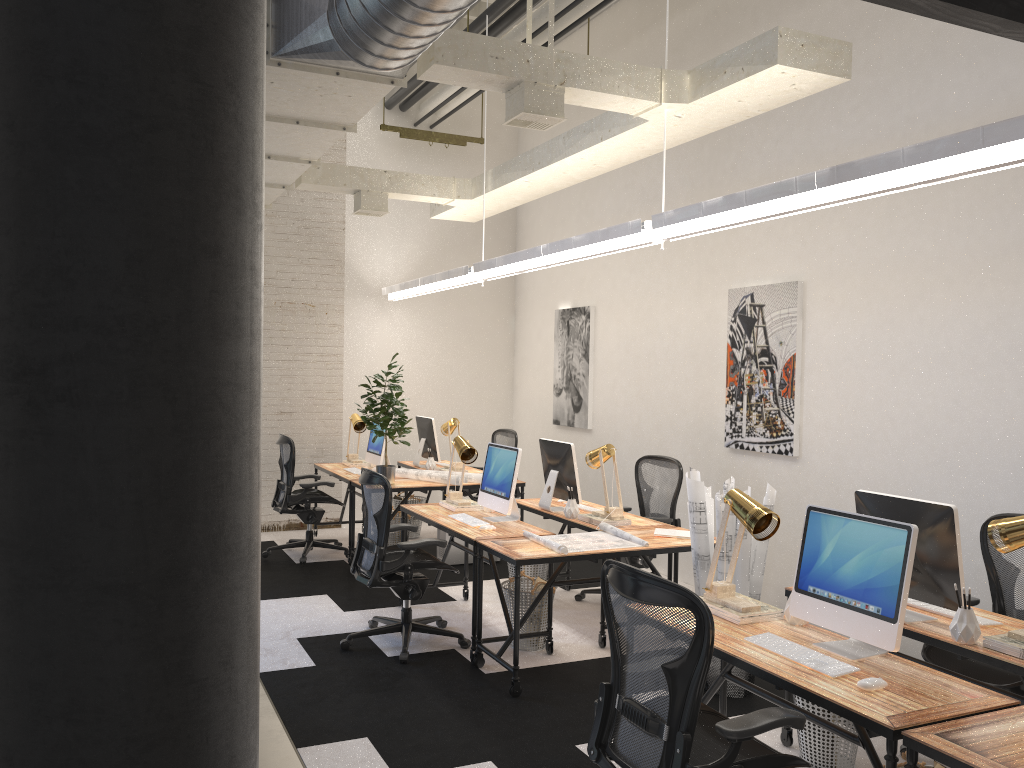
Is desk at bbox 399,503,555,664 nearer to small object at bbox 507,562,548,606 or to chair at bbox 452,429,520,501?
small object at bbox 507,562,548,606

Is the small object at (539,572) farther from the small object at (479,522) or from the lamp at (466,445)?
the small object at (479,522)

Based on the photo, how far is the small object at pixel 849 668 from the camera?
2.9 meters

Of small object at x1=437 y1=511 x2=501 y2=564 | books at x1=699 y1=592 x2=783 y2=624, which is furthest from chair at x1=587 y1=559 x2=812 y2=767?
small object at x1=437 y1=511 x2=501 y2=564

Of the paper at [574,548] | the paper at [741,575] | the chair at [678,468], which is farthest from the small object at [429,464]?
the paper at [741,575]

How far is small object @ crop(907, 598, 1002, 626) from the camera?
3.45m

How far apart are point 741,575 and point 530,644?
1.4 meters

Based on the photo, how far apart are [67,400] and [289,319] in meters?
7.8

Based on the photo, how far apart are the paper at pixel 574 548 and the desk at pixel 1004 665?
1.07m

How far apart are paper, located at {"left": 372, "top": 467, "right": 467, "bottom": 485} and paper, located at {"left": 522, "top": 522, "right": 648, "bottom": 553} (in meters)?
2.09
